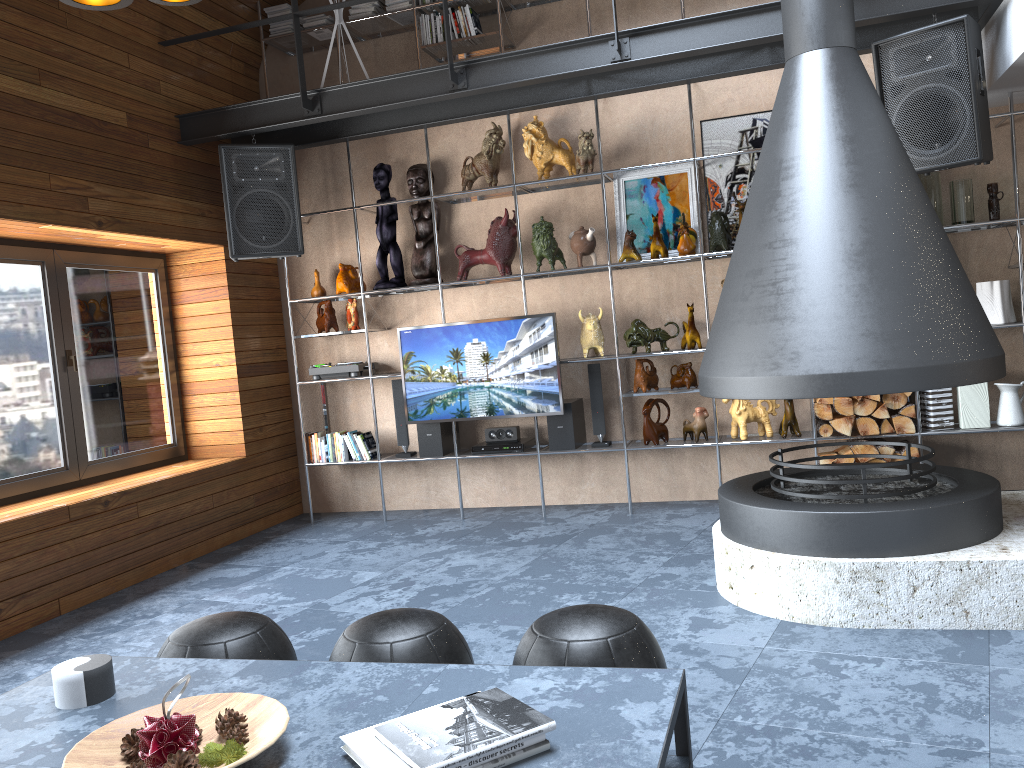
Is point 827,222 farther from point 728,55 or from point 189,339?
point 189,339

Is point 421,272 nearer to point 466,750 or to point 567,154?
A: point 567,154

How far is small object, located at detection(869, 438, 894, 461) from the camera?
5.1m

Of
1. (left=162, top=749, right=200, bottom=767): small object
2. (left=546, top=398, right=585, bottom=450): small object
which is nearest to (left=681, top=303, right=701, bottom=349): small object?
(left=546, top=398, right=585, bottom=450): small object

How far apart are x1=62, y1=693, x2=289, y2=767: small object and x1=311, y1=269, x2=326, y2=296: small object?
4.54m

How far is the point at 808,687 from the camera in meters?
2.8

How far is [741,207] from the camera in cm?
526

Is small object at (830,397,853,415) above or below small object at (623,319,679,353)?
below

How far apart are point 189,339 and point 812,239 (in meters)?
4.31

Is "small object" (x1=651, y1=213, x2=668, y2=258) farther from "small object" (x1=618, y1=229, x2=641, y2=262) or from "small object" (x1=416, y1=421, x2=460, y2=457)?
"small object" (x1=416, y1=421, x2=460, y2=457)
